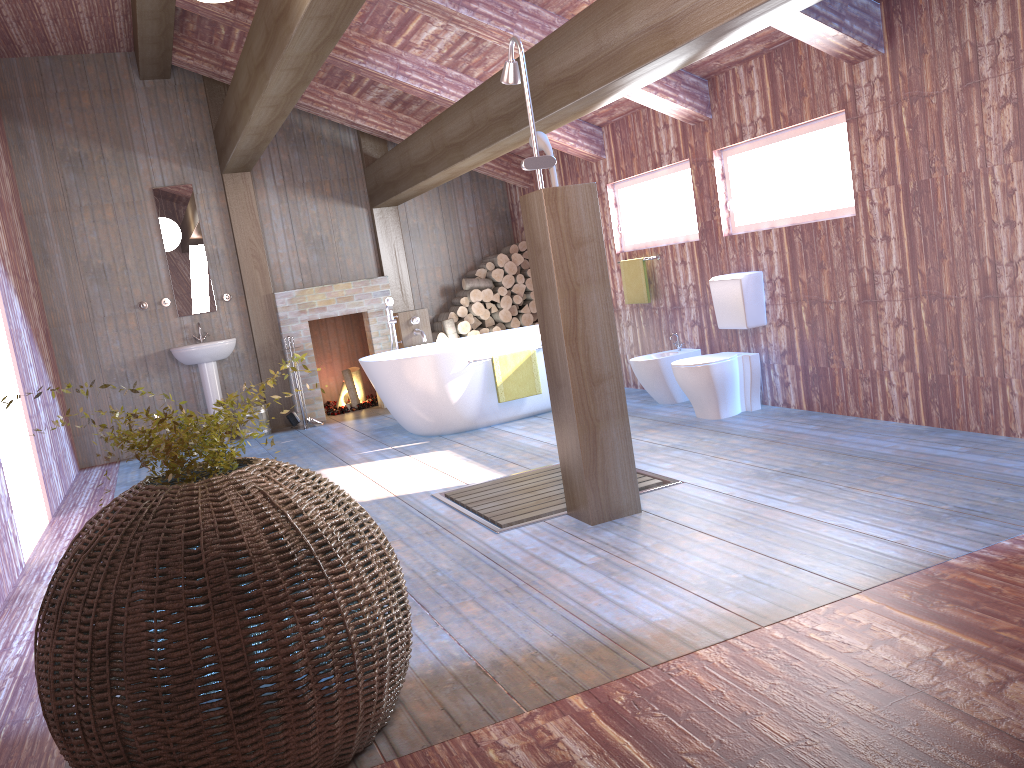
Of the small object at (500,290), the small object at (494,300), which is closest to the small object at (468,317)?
the small object at (494,300)

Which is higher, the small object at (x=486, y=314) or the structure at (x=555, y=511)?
the small object at (x=486, y=314)

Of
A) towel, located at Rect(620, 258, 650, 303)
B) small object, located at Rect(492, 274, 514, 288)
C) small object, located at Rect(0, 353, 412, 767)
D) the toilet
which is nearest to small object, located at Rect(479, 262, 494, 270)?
small object, located at Rect(492, 274, 514, 288)

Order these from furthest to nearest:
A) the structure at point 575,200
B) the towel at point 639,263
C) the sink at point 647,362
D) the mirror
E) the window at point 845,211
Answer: the mirror → the towel at point 639,263 → the sink at point 647,362 → the window at point 845,211 → the structure at point 575,200

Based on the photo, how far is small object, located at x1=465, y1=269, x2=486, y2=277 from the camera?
9.1 meters

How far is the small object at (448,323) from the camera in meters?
8.8

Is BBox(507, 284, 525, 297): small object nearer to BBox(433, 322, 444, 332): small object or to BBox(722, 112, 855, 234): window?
BBox(433, 322, 444, 332): small object

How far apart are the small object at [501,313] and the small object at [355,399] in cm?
163

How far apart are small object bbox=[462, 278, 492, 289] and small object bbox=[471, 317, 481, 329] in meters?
0.4

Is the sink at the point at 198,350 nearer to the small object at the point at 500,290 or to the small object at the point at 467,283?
the small object at the point at 467,283
